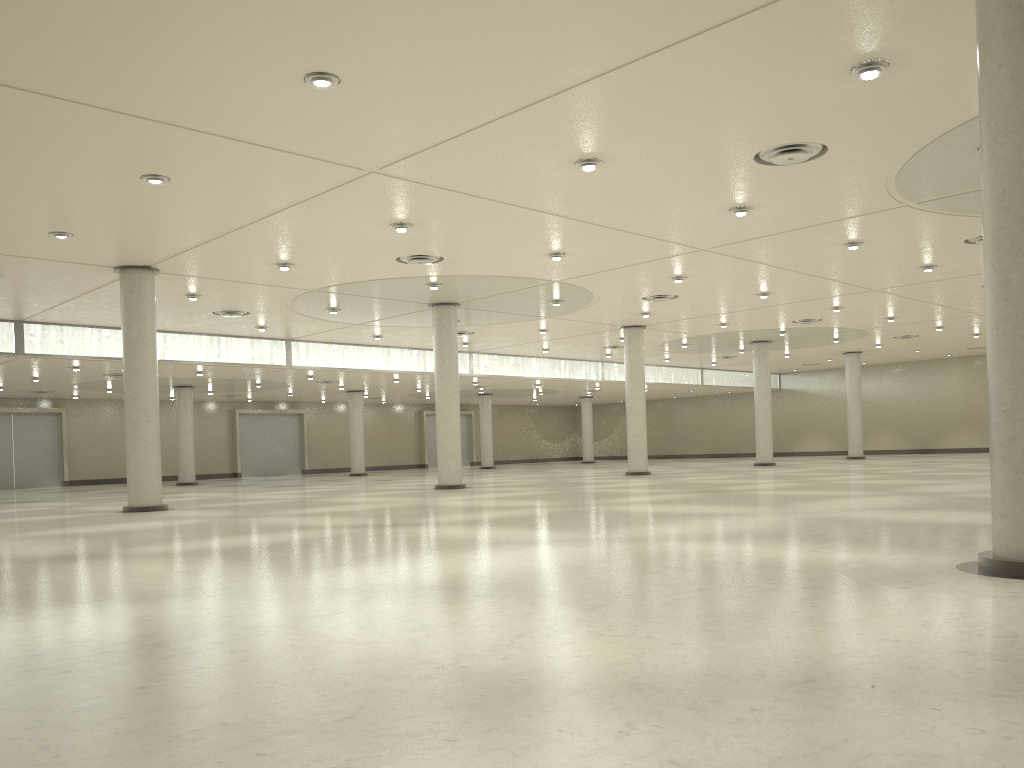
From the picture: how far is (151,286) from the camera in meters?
47.0 m
